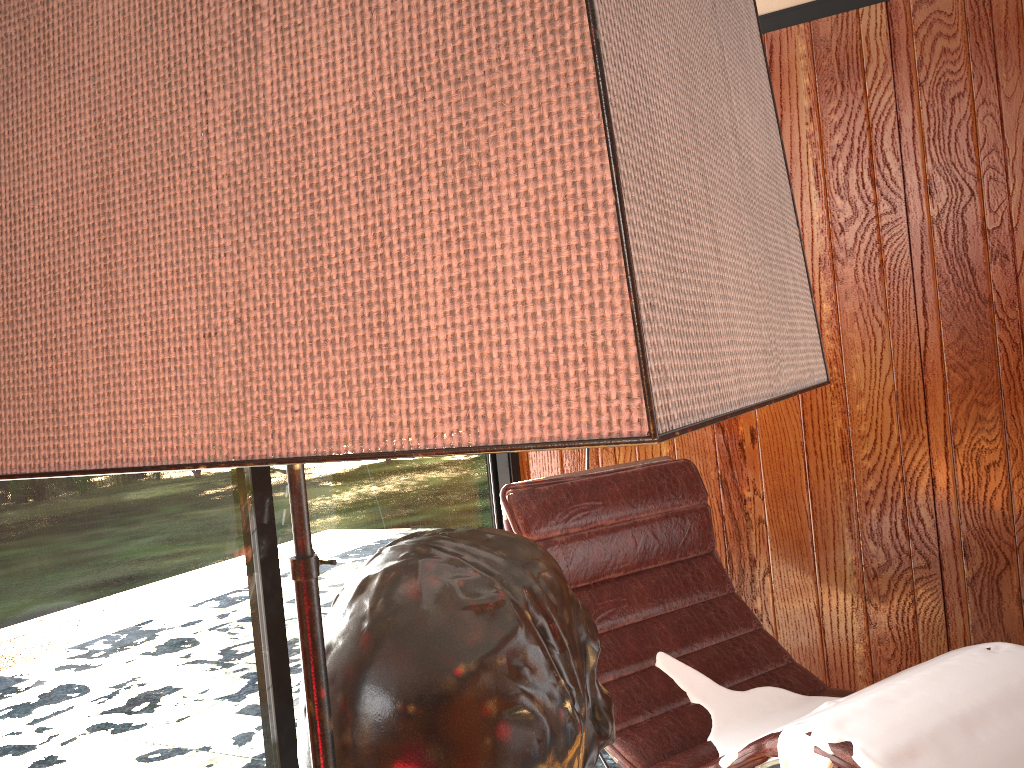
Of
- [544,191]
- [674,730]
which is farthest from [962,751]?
[544,191]

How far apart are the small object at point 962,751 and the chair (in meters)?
0.01

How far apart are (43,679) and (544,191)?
1.42m

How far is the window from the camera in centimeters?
136cm

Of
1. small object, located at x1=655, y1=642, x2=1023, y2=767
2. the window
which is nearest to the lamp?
small object, located at x1=655, y1=642, x2=1023, y2=767

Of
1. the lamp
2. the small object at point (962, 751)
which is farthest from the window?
the lamp

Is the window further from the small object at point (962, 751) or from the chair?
the small object at point (962, 751)

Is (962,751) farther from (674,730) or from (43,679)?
(43,679)

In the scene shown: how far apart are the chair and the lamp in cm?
98

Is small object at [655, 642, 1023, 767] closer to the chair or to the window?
the chair
